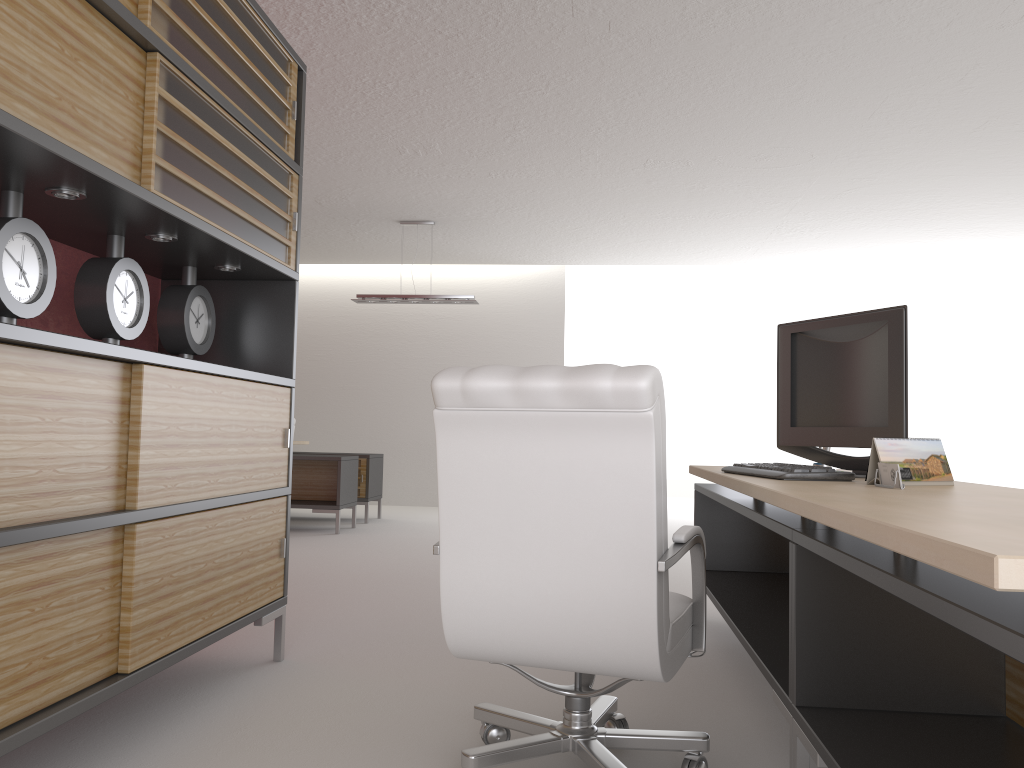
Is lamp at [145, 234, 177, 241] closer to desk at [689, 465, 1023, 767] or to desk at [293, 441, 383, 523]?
desk at [689, 465, 1023, 767]

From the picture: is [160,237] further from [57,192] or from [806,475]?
[806,475]

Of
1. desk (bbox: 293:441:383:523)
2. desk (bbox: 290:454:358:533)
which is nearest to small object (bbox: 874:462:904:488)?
desk (bbox: 290:454:358:533)

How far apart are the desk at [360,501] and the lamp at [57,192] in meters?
10.2 m

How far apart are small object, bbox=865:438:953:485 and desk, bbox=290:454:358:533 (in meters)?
9.36

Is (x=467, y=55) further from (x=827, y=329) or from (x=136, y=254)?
(x=827, y=329)

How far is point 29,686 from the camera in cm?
302

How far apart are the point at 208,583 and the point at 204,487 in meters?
0.5

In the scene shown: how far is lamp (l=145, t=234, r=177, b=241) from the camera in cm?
424

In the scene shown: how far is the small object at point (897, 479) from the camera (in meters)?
3.18
